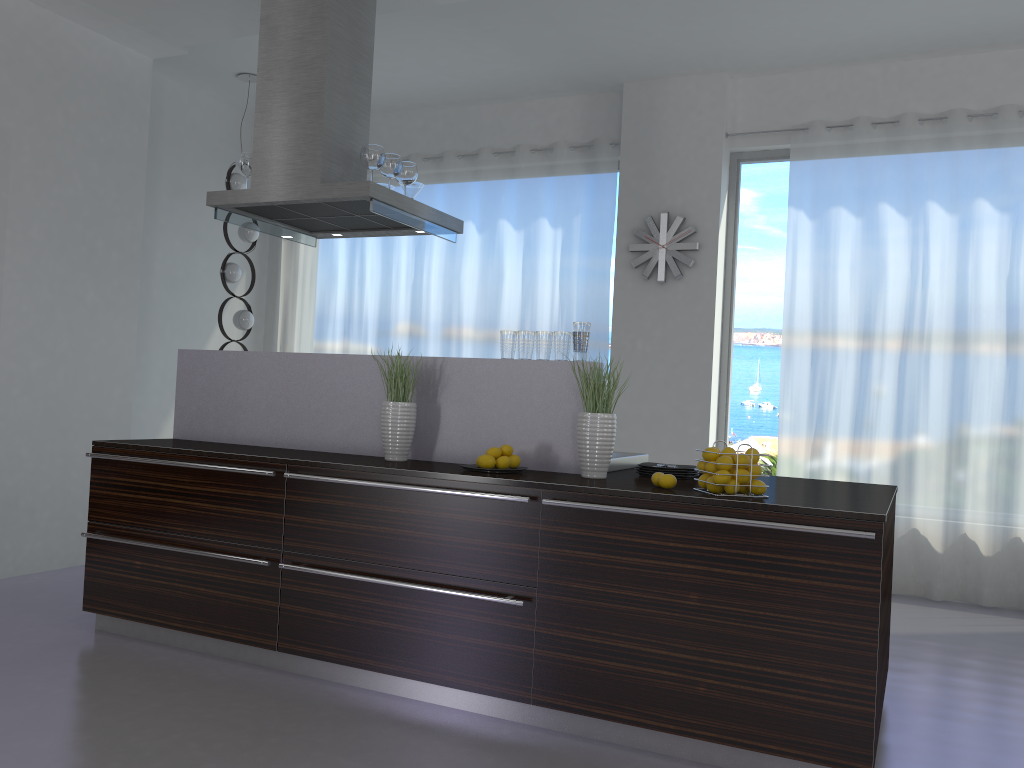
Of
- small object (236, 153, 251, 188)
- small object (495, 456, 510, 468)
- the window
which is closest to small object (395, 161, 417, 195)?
small object (236, 153, 251, 188)

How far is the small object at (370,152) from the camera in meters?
4.2 m

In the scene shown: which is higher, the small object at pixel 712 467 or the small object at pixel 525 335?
the small object at pixel 525 335

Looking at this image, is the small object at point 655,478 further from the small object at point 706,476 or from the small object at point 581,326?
the small object at point 581,326

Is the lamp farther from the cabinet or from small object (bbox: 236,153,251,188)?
the cabinet

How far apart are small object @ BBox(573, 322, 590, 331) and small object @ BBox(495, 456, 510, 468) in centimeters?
60cm

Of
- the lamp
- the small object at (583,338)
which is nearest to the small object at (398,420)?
the small object at (583,338)

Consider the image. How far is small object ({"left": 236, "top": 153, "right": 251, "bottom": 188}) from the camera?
4.5m

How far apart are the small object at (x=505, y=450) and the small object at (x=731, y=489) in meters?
0.9 m

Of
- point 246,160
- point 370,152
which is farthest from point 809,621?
point 246,160
